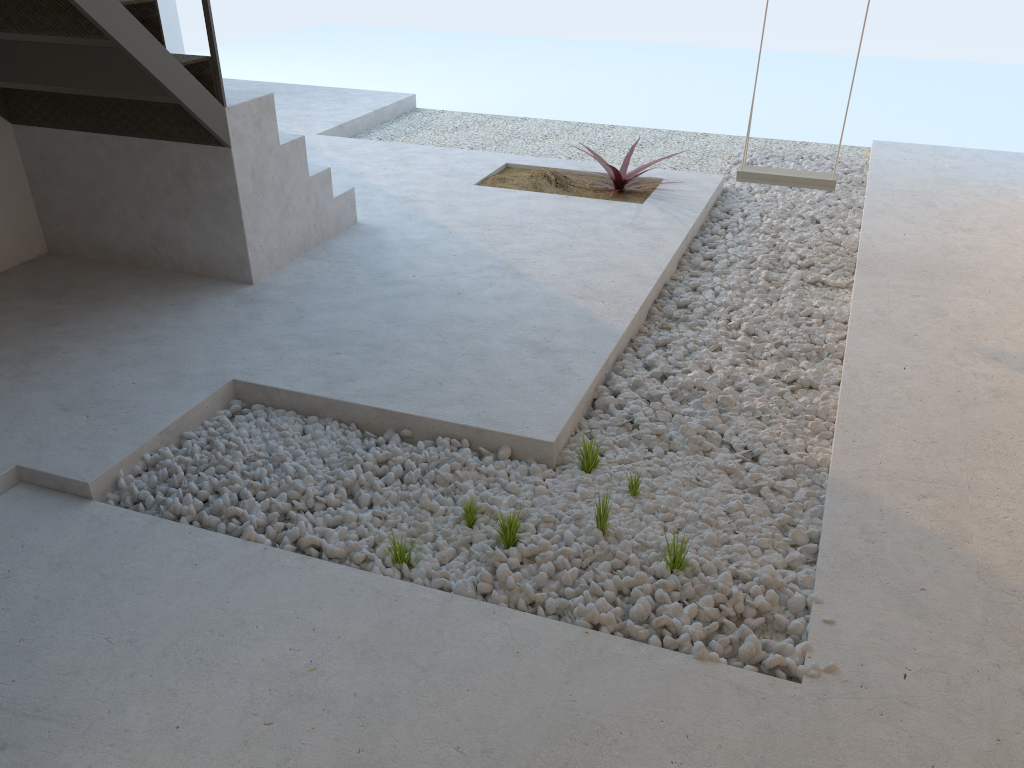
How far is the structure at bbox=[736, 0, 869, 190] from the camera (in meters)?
4.25

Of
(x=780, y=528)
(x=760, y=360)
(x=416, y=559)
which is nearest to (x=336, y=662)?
(x=416, y=559)

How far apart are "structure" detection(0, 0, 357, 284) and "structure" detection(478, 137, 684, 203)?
1.1m

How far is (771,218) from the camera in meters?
5.0 m

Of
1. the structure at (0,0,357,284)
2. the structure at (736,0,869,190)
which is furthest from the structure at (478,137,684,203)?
the structure at (0,0,357,284)

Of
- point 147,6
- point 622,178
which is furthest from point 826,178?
point 147,6

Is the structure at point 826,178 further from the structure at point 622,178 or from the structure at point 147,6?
the structure at point 147,6

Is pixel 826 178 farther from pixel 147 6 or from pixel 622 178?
pixel 147 6

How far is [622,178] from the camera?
5.3m

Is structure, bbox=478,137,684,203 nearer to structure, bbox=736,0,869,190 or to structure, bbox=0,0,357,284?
structure, bbox=736,0,869,190
